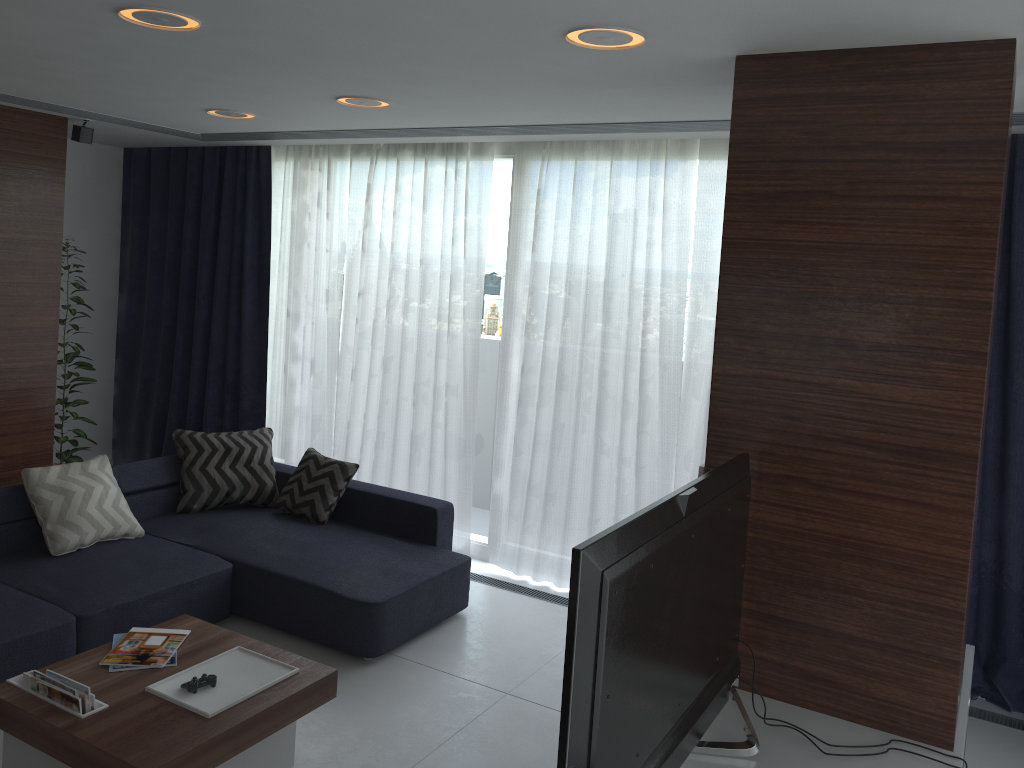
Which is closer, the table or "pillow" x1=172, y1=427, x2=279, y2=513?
the table

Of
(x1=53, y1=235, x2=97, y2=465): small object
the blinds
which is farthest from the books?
(x1=53, y1=235, x2=97, y2=465): small object

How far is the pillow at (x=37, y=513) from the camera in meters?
4.3 m

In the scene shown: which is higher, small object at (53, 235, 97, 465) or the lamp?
the lamp

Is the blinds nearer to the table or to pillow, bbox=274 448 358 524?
pillow, bbox=274 448 358 524

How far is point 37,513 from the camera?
4.3m

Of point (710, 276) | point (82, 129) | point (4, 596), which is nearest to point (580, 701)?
point (4, 596)

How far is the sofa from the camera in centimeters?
376cm

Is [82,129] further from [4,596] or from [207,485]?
[4,596]

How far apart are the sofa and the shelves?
1.8 meters
